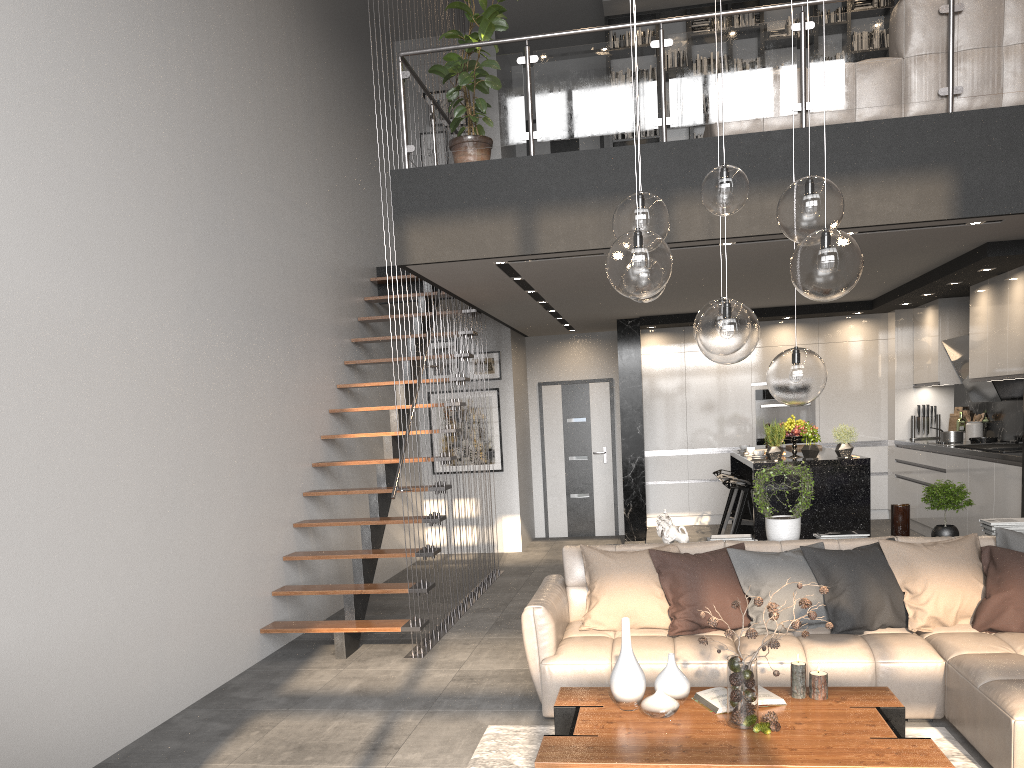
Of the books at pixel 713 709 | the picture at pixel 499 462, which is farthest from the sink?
the picture at pixel 499 462

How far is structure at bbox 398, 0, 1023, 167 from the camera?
5.4 meters

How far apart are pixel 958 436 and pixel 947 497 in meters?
3.5

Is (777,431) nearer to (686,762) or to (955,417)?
(955,417)

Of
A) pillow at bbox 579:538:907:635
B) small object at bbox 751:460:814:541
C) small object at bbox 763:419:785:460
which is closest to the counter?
small object at bbox 763:419:785:460

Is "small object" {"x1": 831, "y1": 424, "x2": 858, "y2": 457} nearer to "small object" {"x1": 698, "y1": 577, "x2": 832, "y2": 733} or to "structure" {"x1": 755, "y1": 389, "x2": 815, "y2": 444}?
"structure" {"x1": 755, "y1": 389, "x2": 815, "y2": 444}

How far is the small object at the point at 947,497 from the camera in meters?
5.2

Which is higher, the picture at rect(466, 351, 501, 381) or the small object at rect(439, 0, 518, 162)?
the small object at rect(439, 0, 518, 162)

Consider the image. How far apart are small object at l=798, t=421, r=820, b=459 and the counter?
1.30m

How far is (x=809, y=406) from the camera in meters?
10.0 m
